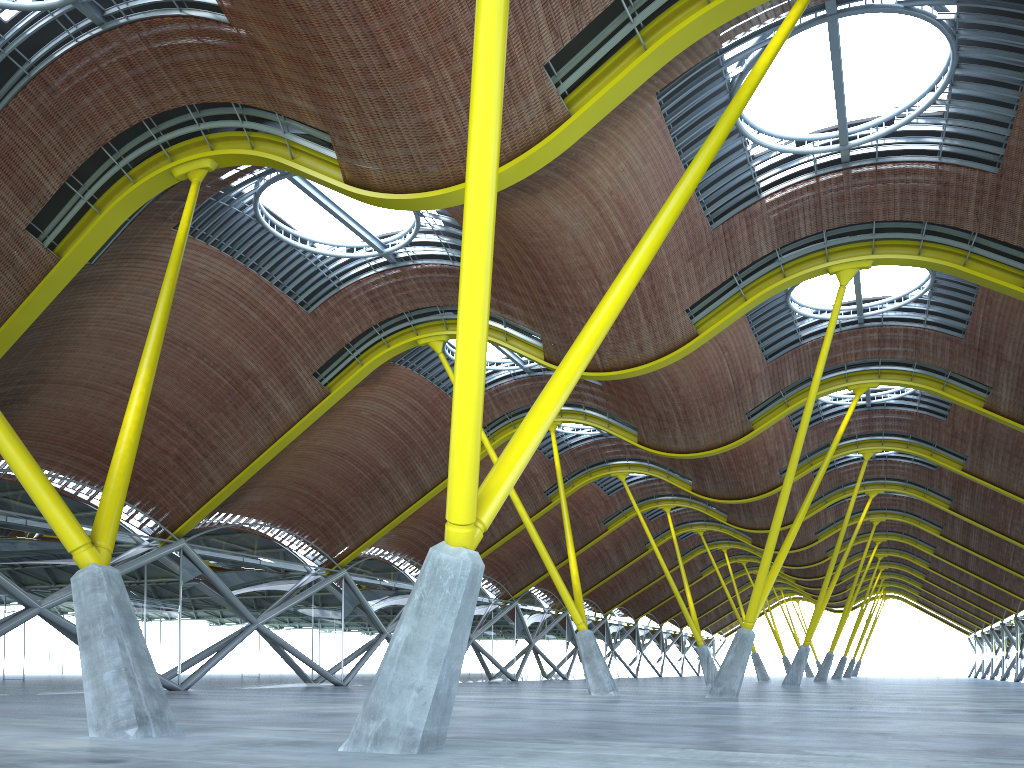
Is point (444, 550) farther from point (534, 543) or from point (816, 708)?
point (534, 543)

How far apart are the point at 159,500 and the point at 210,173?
15.53m
